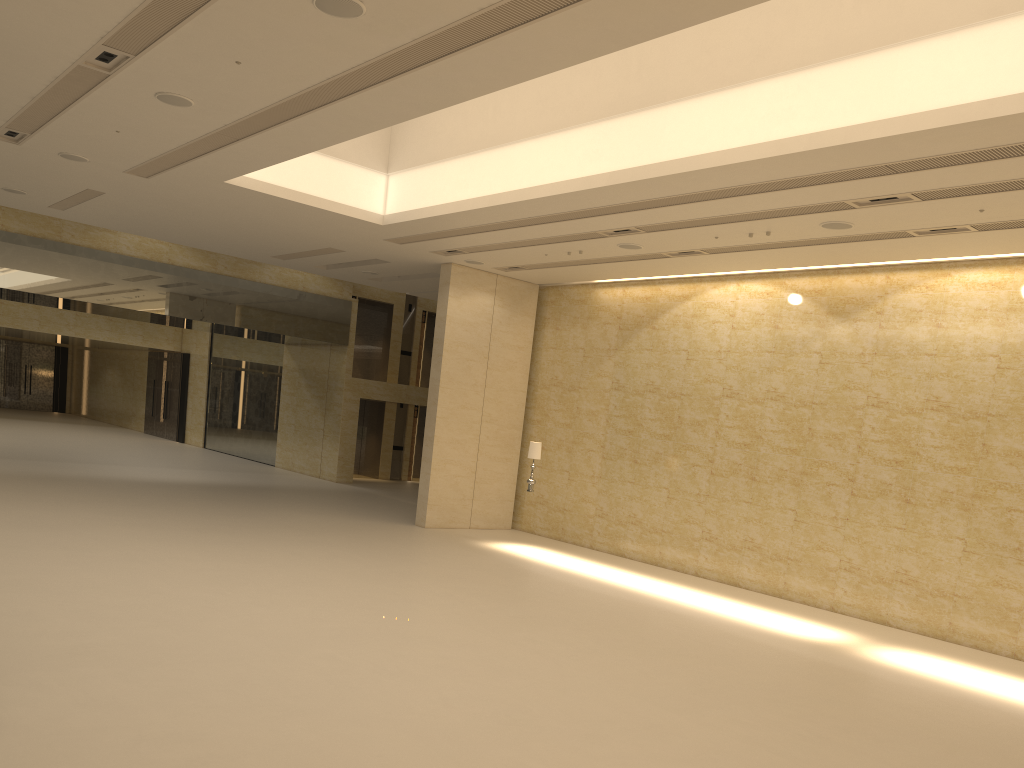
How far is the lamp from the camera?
17.9 meters

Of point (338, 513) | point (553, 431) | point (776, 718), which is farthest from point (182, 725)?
point (553, 431)

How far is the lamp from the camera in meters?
17.9 m

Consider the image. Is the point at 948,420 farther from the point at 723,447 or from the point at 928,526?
the point at 723,447
